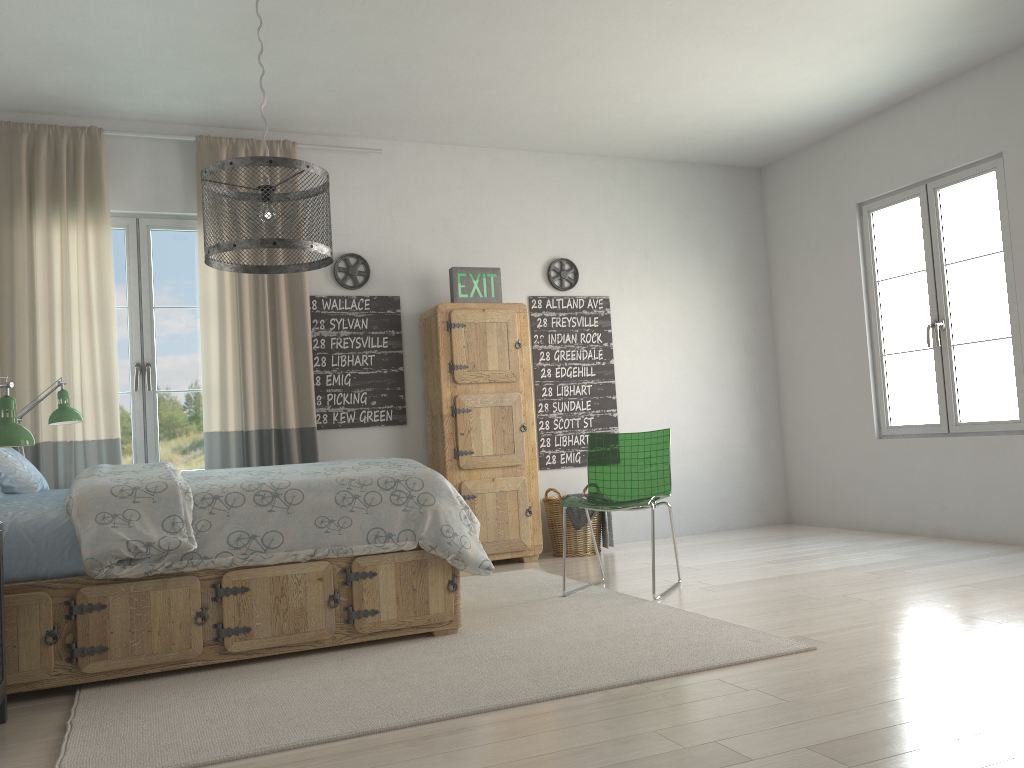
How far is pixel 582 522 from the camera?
5.39m

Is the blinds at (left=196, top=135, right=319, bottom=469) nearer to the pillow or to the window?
the window

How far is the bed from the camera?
2.9 meters

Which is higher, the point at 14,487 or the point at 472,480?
the point at 14,487

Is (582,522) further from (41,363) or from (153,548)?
(41,363)

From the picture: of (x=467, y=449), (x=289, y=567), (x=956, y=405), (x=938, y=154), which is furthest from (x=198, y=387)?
(x=938, y=154)

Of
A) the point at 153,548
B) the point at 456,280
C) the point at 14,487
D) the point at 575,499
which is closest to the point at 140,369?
the point at 14,487

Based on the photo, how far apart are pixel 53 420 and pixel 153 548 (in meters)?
1.58

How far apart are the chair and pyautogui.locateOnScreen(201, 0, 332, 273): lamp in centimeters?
181cm

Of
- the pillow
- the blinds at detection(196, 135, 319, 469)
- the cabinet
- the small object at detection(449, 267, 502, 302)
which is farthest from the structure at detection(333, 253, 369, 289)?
the pillow
